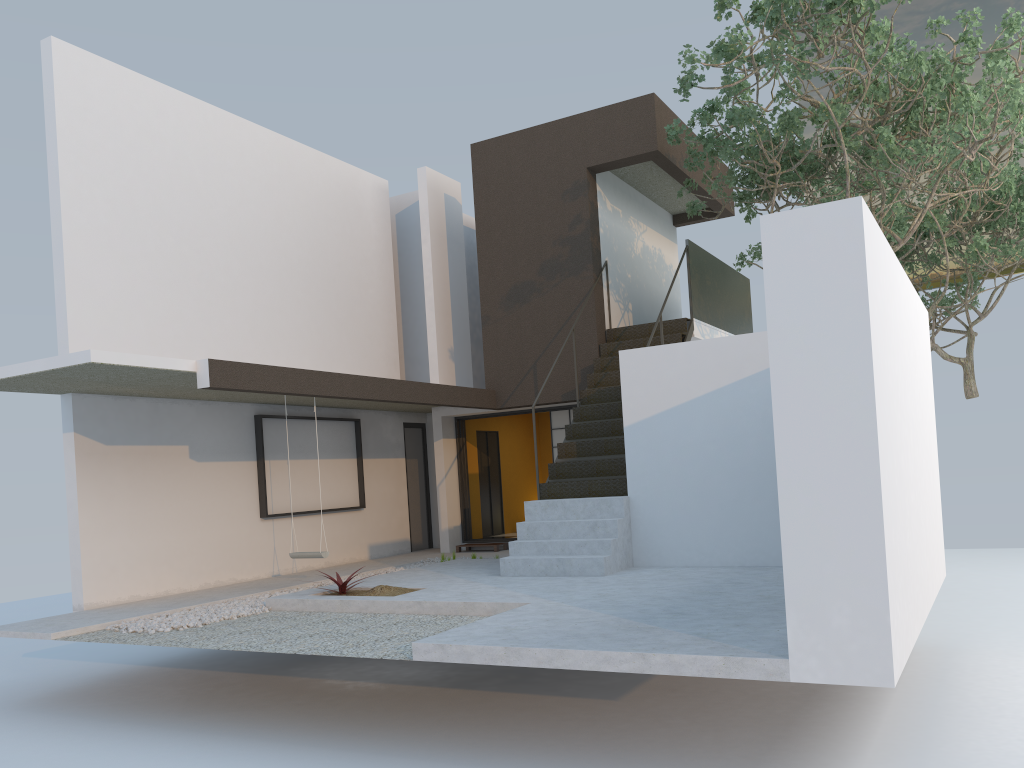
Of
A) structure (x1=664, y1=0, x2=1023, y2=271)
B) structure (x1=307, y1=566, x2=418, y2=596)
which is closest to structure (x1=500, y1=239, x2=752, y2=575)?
structure (x1=664, y1=0, x2=1023, y2=271)

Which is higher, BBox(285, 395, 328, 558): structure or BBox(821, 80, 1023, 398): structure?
BBox(821, 80, 1023, 398): structure

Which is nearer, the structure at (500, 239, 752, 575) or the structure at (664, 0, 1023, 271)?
the structure at (664, 0, 1023, 271)

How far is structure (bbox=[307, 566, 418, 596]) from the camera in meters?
8.1 m

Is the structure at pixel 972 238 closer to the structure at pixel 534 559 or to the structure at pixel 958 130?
the structure at pixel 958 130

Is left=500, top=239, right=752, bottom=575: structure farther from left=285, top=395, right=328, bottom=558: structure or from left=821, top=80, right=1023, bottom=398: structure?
left=821, top=80, right=1023, bottom=398: structure

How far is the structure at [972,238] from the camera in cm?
1371

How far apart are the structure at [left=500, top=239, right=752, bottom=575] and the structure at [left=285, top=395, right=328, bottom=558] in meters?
2.0 m

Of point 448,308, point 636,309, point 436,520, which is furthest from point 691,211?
point 436,520

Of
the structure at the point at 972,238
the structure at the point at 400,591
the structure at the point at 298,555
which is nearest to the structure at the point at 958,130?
the structure at the point at 972,238
